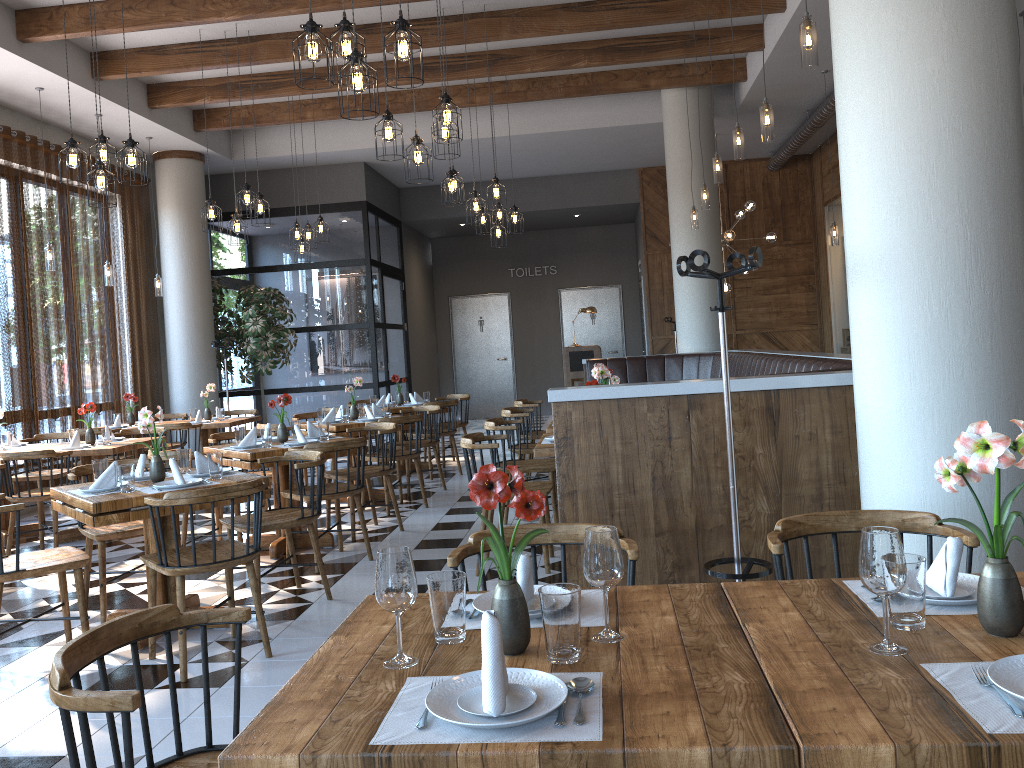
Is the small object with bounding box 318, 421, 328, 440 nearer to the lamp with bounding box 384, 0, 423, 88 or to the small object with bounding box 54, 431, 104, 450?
the small object with bounding box 54, 431, 104, 450

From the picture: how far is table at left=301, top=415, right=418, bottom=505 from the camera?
7.7 meters

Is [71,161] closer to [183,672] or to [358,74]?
[358,74]

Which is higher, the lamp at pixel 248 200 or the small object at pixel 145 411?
the lamp at pixel 248 200

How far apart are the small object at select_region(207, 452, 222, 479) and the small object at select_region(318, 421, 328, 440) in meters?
1.8 m

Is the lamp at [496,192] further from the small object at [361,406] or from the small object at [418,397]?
the small object at [418,397]

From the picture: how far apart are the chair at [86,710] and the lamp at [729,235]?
10.20m

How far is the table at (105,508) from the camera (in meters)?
4.05

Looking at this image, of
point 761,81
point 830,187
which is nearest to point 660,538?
point 761,81

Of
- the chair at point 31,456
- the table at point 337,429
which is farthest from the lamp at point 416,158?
the chair at point 31,456
